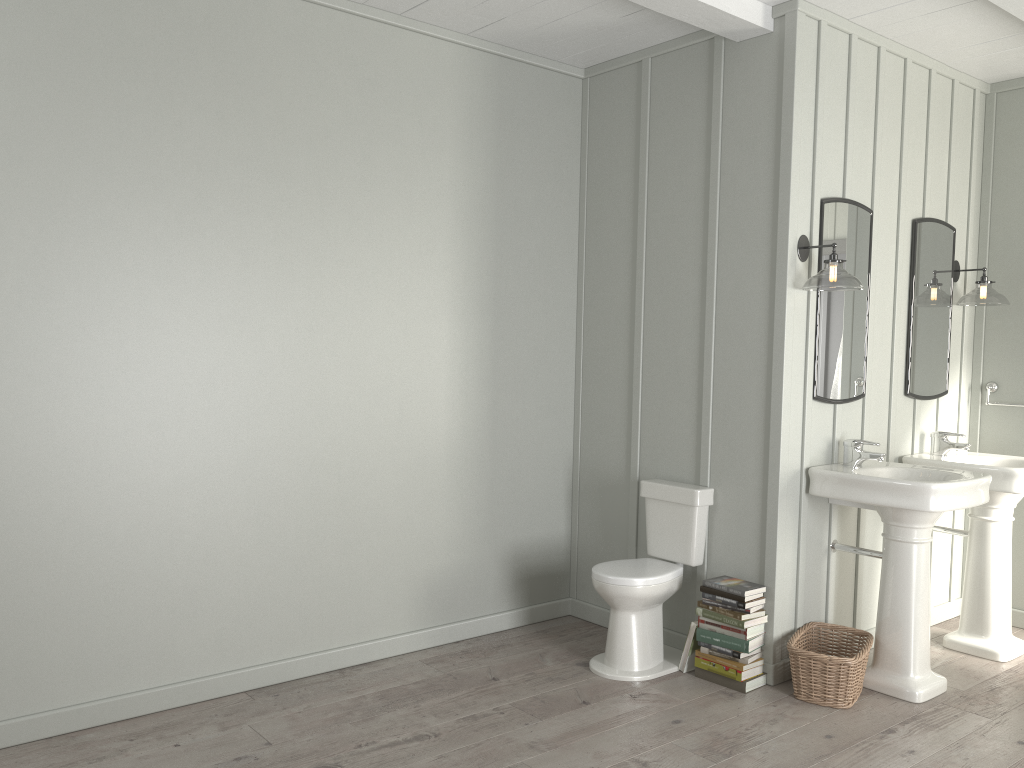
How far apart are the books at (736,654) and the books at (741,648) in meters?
0.0 m

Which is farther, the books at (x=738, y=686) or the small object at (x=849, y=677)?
the books at (x=738, y=686)

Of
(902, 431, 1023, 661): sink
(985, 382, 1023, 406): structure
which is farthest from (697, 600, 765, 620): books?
(985, 382, 1023, 406): structure

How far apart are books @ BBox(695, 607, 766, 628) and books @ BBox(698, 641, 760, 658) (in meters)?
0.13

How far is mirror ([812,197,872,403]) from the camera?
3.8m

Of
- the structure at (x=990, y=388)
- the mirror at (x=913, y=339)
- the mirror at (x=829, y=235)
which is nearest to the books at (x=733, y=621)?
the mirror at (x=829, y=235)

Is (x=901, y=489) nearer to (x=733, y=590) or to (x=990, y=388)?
(x=733, y=590)

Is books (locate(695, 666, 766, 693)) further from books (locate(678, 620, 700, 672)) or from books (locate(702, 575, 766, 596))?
books (locate(702, 575, 766, 596))

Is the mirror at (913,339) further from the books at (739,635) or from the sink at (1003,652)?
the books at (739,635)

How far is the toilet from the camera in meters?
3.7
